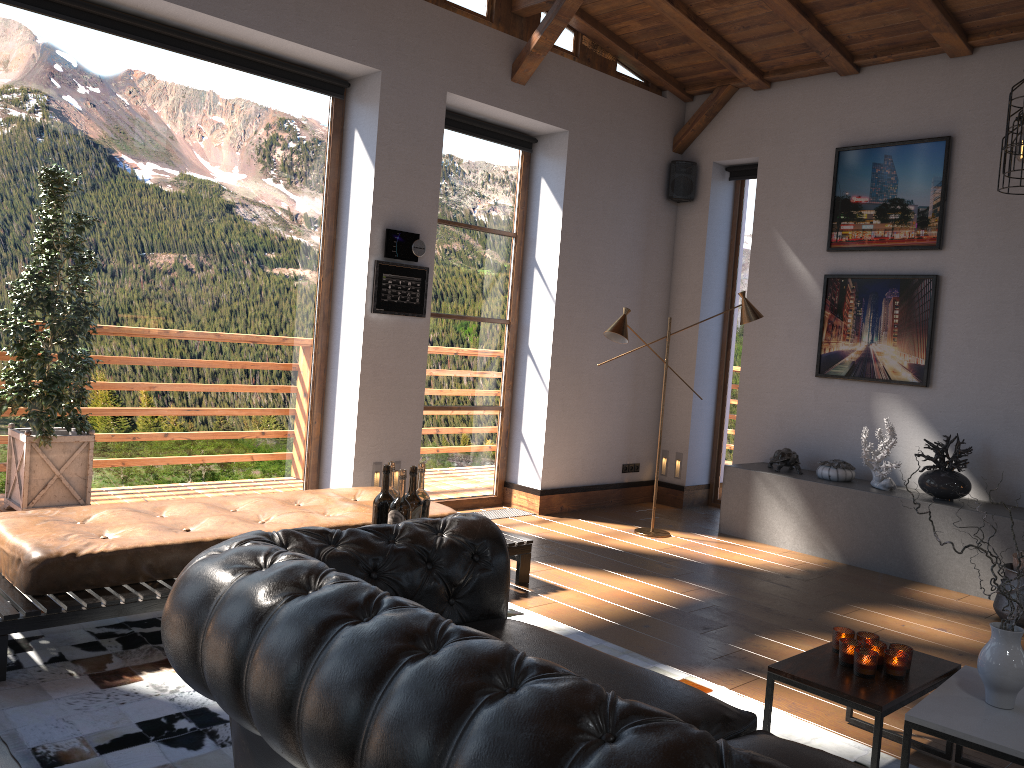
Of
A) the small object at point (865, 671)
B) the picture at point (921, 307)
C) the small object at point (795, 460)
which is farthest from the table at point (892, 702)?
the picture at point (921, 307)

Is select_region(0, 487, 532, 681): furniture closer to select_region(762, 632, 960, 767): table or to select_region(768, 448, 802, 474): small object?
select_region(762, 632, 960, 767): table

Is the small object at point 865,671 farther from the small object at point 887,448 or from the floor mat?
the small object at point 887,448

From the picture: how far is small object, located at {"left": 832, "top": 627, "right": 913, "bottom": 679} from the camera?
2.96m

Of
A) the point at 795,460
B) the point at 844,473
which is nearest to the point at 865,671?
the point at 844,473

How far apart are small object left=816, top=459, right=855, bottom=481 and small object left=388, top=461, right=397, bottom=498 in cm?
414

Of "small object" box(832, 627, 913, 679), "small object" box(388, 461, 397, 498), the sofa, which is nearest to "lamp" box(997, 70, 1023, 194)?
"small object" box(832, 627, 913, 679)

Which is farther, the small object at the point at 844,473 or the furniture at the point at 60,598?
the small object at the point at 844,473

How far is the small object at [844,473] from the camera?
6.5 meters

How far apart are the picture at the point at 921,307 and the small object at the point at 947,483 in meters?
0.5
